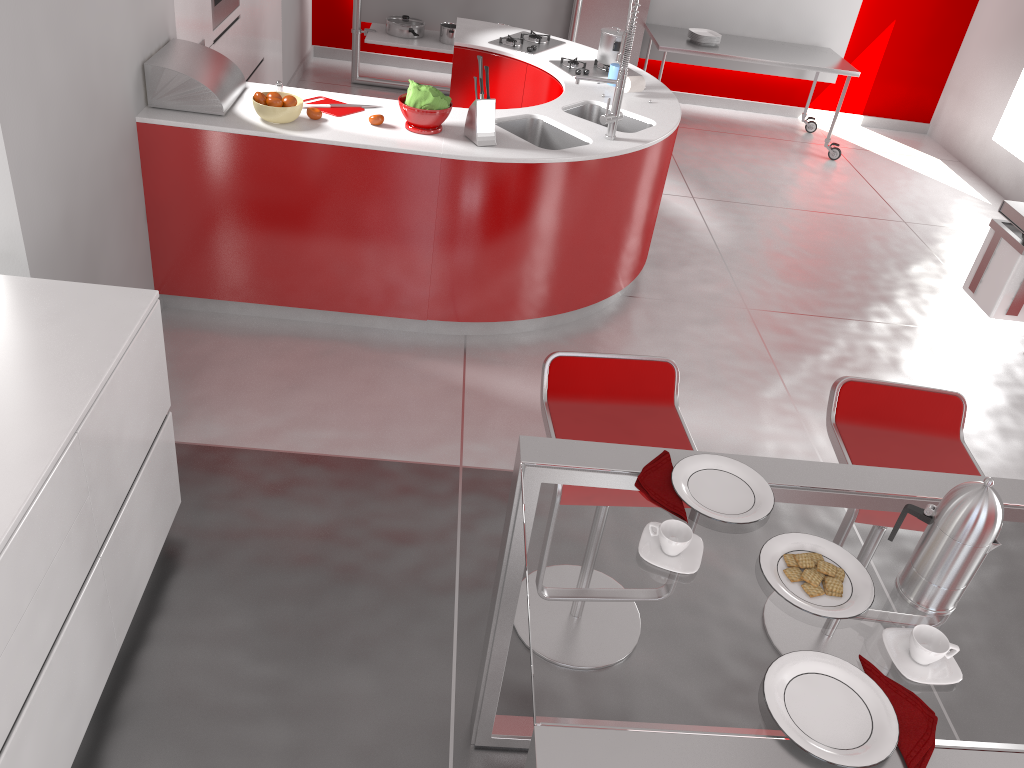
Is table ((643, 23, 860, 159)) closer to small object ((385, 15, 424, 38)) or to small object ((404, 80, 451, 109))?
small object ((385, 15, 424, 38))

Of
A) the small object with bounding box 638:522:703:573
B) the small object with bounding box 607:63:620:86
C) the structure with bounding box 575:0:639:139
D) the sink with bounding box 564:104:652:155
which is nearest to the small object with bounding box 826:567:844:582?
the small object with bounding box 638:522:703:573

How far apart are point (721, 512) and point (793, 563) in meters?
0.2 m

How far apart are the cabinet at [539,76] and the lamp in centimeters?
359cm

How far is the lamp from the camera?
1.3m

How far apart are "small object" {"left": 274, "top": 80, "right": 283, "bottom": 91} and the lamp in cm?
319

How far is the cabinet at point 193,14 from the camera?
4.1m

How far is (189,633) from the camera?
2.6 meters

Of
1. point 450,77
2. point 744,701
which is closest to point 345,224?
point 744,701

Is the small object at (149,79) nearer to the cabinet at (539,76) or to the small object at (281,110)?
the small object at (281,110)
